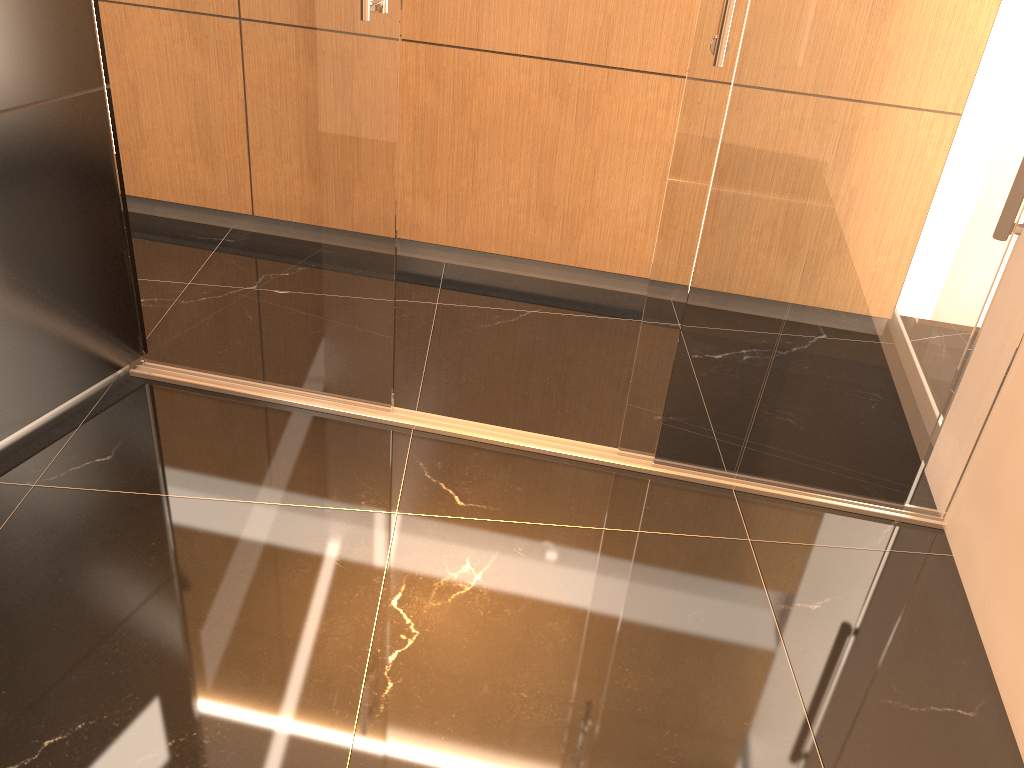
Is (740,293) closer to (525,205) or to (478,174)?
(525,205)

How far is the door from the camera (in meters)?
2.32

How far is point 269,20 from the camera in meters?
2.3 m

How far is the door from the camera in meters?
2.3 m
